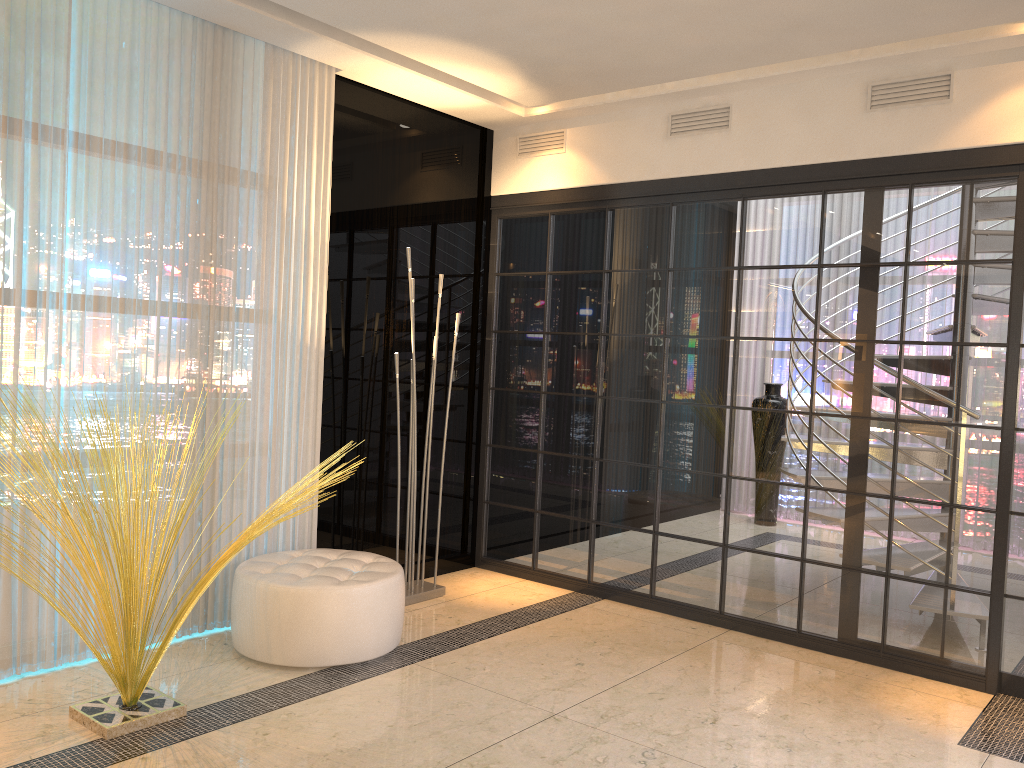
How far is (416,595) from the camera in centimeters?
452cm

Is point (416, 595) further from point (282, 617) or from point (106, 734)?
point (106, 734)

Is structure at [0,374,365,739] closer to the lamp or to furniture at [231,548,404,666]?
furniture at [231,548,404,666]

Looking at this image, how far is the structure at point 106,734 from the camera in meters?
2.8 m

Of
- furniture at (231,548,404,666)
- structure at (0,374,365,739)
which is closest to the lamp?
furniture at (231,548,404,666)

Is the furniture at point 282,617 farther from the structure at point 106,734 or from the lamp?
the lamp

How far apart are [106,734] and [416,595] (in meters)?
1.88

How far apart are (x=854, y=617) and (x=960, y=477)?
0.79m

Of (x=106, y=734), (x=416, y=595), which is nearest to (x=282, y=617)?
(x=106, y=734)

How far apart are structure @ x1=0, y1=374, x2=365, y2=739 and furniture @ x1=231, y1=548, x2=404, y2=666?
0.4m
